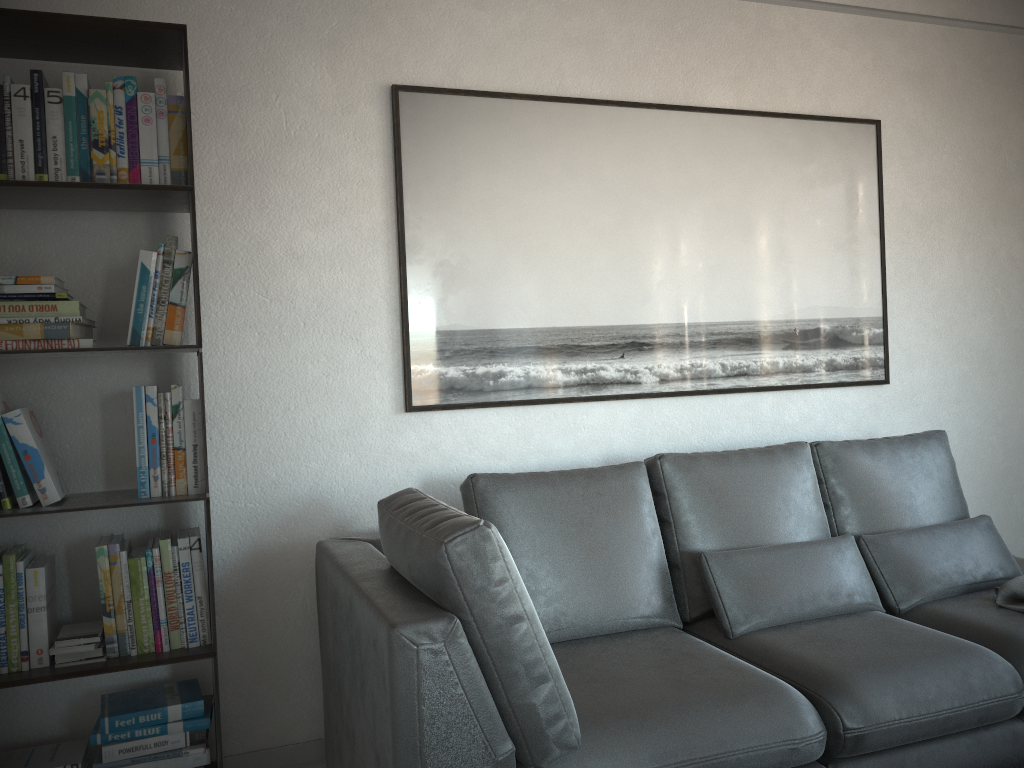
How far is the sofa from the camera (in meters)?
1.74

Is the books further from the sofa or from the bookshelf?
the sofa

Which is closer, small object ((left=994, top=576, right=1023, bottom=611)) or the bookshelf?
the bookshelf

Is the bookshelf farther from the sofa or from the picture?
the picture

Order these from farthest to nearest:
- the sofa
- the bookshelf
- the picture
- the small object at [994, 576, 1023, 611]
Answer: the picture < the small object at [994, 576, 1023, 611] < the bookshelf < the sofa

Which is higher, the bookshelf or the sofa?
the bookshelf

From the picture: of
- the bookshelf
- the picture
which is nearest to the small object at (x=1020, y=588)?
the picture

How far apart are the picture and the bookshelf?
0.6 meters

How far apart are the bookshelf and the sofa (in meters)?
0.30

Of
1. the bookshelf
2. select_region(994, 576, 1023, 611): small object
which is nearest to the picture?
the bookshelf
